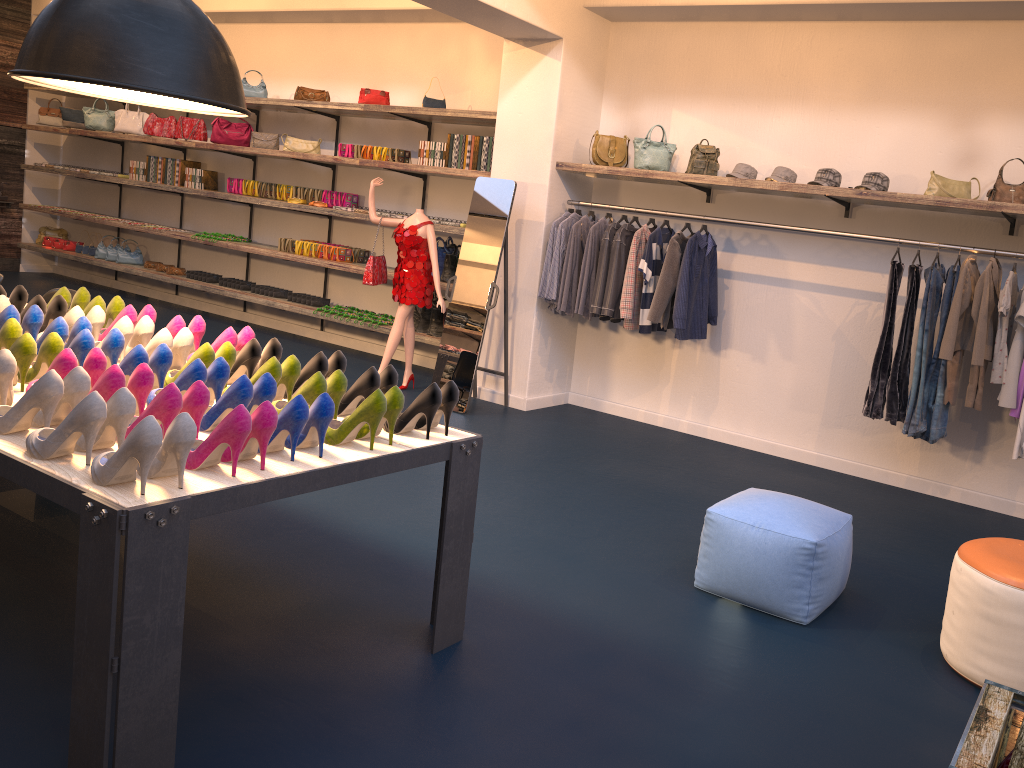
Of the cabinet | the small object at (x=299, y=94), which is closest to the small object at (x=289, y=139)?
the small object at (x=299, y=94)

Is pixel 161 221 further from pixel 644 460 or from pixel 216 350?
pixel 216 350

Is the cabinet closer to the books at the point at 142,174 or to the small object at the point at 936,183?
the small object at the point at 936,183

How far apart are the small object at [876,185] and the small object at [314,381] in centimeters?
377cm

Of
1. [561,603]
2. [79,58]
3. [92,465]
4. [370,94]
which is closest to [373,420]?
[92,465]

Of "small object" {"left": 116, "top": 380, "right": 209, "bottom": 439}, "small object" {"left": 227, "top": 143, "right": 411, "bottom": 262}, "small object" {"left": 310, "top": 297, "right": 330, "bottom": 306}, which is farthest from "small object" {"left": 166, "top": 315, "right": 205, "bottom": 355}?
"small object" {"left": 310, "top": 297, "right": 330, "bottom": 306}

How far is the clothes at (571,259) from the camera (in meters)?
6.52

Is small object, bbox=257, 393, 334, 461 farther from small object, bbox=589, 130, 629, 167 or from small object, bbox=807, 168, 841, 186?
small object, bbox=589, 130, 629, 167

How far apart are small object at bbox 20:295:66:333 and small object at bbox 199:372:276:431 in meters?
1.6 m

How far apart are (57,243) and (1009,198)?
10.7 meters
